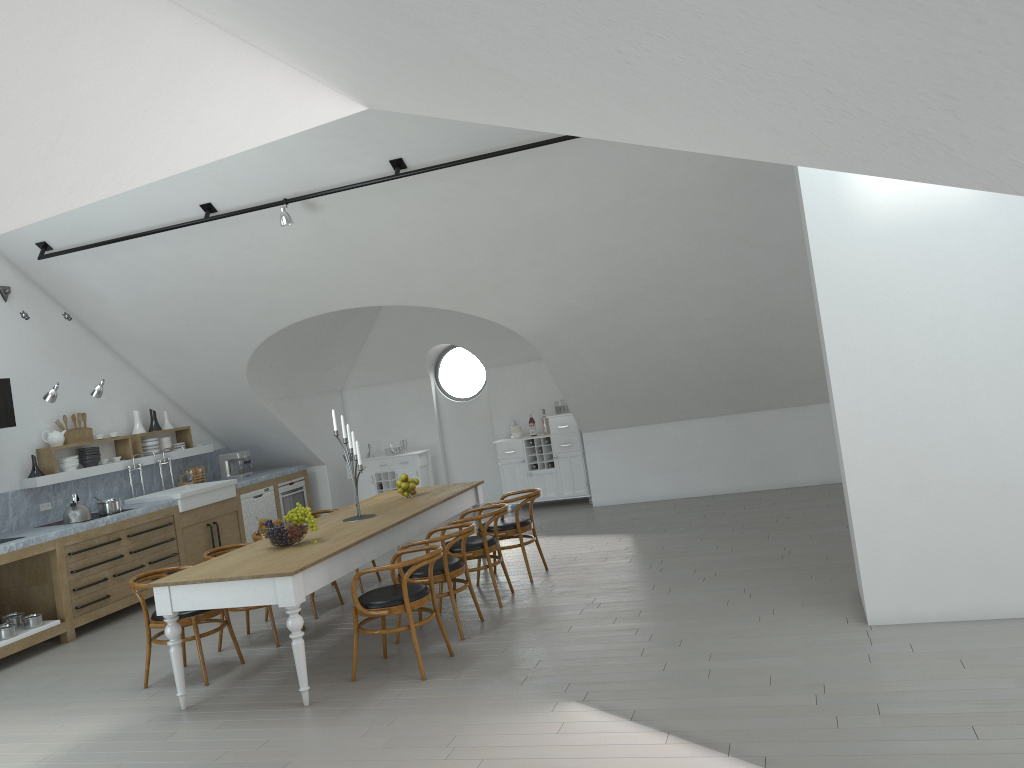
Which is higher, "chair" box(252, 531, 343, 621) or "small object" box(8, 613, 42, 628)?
"chair" box(252, 531, 343, 621)

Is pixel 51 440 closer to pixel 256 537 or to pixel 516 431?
pixel 256 537

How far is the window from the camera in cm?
4815

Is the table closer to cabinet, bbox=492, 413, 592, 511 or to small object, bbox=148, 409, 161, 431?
cabinet, bbox=492, 413, 592, 511

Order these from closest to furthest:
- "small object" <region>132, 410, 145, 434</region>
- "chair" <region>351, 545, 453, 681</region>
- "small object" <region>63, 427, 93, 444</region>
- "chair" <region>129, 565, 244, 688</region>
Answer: "chair" <region>351, 545, 453, 681</region> < "chair" <region>129, 565, 244, 688</region> < "small object" <region>63, 427, 93, 444</region> < "small object" <region>132, 410, 145, 434</region>

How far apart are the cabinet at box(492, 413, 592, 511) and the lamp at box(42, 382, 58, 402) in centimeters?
526cm

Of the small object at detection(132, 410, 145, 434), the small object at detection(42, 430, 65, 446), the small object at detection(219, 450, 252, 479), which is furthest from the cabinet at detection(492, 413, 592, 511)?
the small object at detection(42, 430, 65, 446)

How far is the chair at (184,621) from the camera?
5.9 meters

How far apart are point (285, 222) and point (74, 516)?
3.47m

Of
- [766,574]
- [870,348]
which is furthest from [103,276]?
[870,348]
